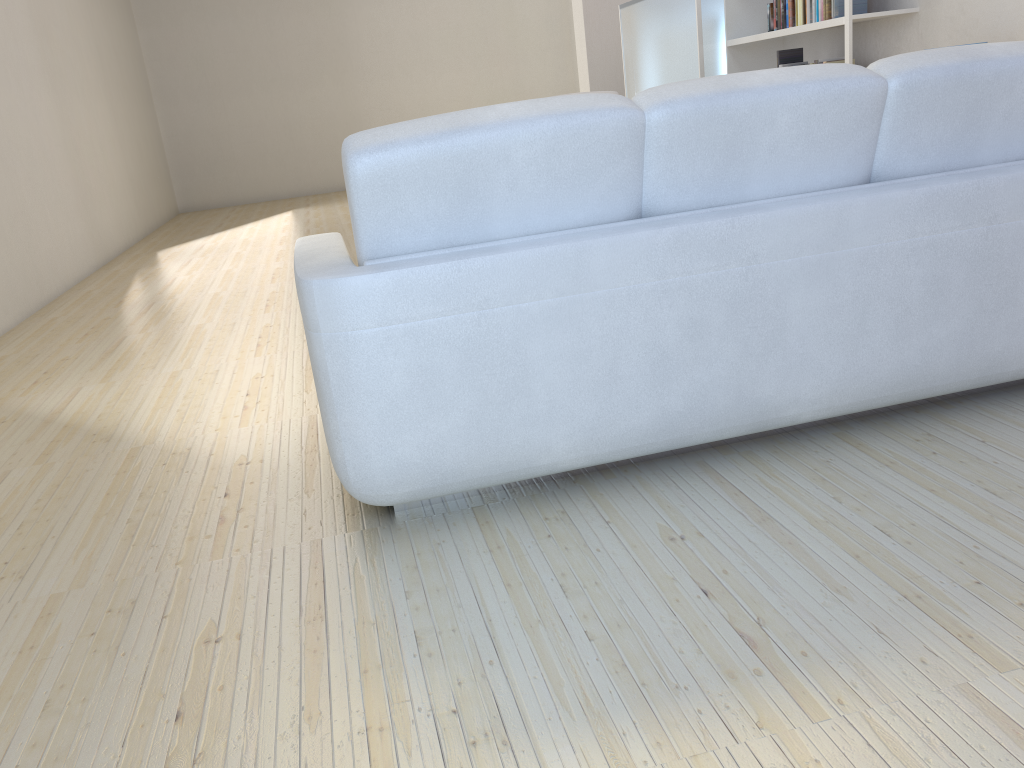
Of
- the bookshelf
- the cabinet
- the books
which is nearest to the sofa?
the bookshelf

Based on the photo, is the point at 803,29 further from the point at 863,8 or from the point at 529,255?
the point at 529,255

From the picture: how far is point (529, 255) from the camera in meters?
1.8 m

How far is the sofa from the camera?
1.82m

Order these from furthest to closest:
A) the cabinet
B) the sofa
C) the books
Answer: the cabinet < the books < the sofa

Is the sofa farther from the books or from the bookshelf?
the books

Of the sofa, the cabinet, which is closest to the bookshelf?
the cabinet

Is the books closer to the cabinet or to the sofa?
the cabinet

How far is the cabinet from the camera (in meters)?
6.54

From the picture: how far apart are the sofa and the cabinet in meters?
4.8
